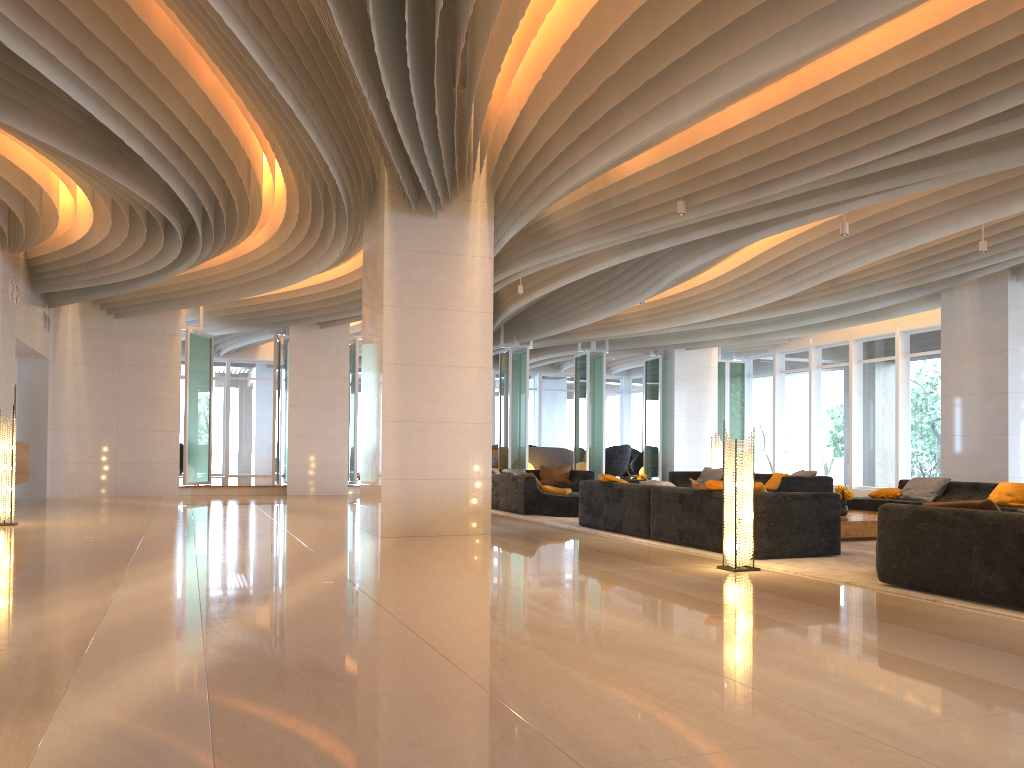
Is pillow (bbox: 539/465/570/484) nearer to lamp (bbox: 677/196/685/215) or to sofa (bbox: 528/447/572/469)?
sofa (bbox: 528/447/572/469)

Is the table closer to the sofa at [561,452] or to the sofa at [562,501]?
the sofa at [562,501]

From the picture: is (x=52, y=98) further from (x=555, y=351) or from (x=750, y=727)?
(x=555, y=351)

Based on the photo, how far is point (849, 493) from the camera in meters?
10.1

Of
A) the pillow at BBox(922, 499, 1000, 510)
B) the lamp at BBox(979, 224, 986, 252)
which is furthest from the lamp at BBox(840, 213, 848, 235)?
the pillow at BBox(922, 499, 1000, 510)

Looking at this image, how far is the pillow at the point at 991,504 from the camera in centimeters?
554cm

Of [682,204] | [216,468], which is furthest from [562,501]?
[216,468]

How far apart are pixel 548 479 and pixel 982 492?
8.10m

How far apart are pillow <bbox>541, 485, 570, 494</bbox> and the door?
15.2 meters

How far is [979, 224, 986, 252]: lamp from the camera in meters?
11.1 m
